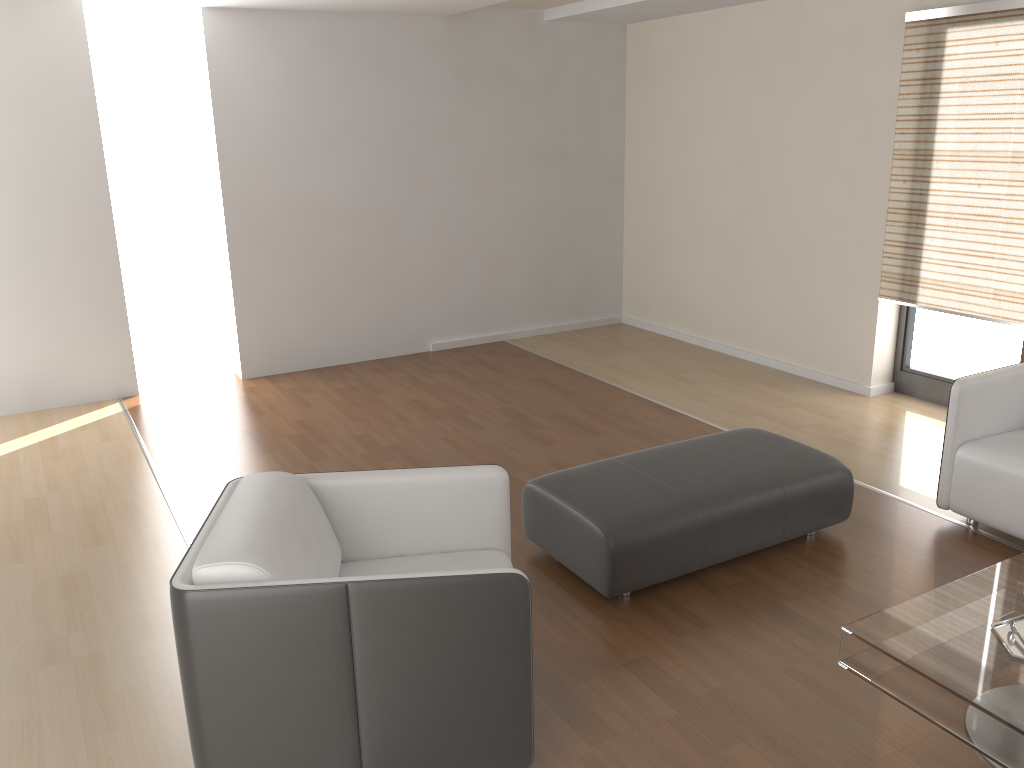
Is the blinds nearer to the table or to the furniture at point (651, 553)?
the furniture at point (651, 553)

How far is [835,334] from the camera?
5.9 meters

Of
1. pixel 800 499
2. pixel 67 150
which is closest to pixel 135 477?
pixel 67 150

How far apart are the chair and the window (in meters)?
3.69

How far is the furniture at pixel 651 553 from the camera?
3.3m

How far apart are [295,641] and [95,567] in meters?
1.9

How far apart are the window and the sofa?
1.3 meters

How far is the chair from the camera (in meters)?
2.23

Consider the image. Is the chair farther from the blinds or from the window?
the window

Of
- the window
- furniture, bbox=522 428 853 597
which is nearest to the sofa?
furniture, bbox=522 428 853 597
